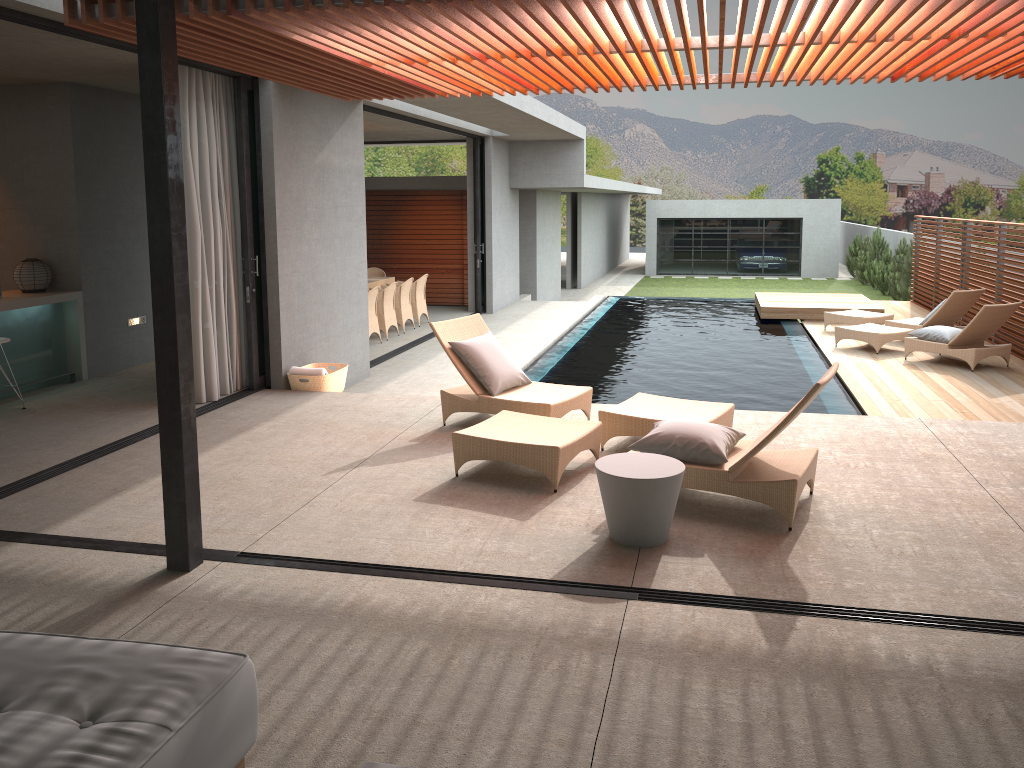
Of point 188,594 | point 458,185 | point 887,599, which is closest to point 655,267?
point 458,185

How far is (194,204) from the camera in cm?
756

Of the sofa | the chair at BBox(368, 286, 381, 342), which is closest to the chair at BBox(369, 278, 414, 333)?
the chair at BBox(368, 286, 381, 342)

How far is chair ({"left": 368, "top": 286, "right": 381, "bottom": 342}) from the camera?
12.52m

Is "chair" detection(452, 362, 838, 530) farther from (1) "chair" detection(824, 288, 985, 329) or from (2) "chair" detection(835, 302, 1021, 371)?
(1) "chair" detection(824, 288, 985, 329)

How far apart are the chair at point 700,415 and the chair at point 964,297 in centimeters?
728cm

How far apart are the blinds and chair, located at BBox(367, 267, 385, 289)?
A: 7.78m

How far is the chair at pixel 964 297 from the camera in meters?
12.2 m

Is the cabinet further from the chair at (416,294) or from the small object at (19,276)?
the chair at (416,294)

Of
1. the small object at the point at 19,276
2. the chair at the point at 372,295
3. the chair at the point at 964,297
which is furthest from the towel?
the chair at the point at 964,297
